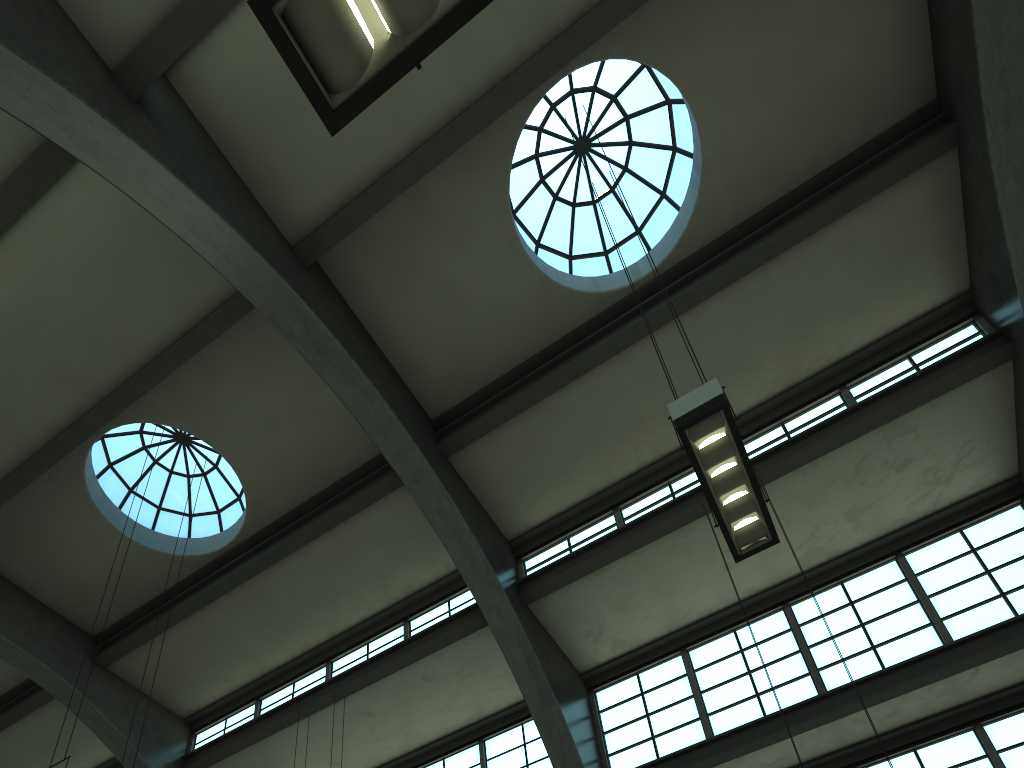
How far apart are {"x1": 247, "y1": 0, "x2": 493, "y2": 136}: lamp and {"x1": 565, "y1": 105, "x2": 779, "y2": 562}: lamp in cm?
385

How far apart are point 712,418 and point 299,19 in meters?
4.4

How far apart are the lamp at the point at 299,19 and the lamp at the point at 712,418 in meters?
3.9 m

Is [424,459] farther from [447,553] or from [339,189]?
[339,189]

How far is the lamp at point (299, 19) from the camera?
3.2 meters

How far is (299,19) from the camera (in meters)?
3.24

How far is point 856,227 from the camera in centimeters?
1206cm

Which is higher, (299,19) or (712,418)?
(712,418)

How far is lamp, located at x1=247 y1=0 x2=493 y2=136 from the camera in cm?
324

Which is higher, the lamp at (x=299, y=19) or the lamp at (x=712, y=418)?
the lamp at (x=712, y=418)
